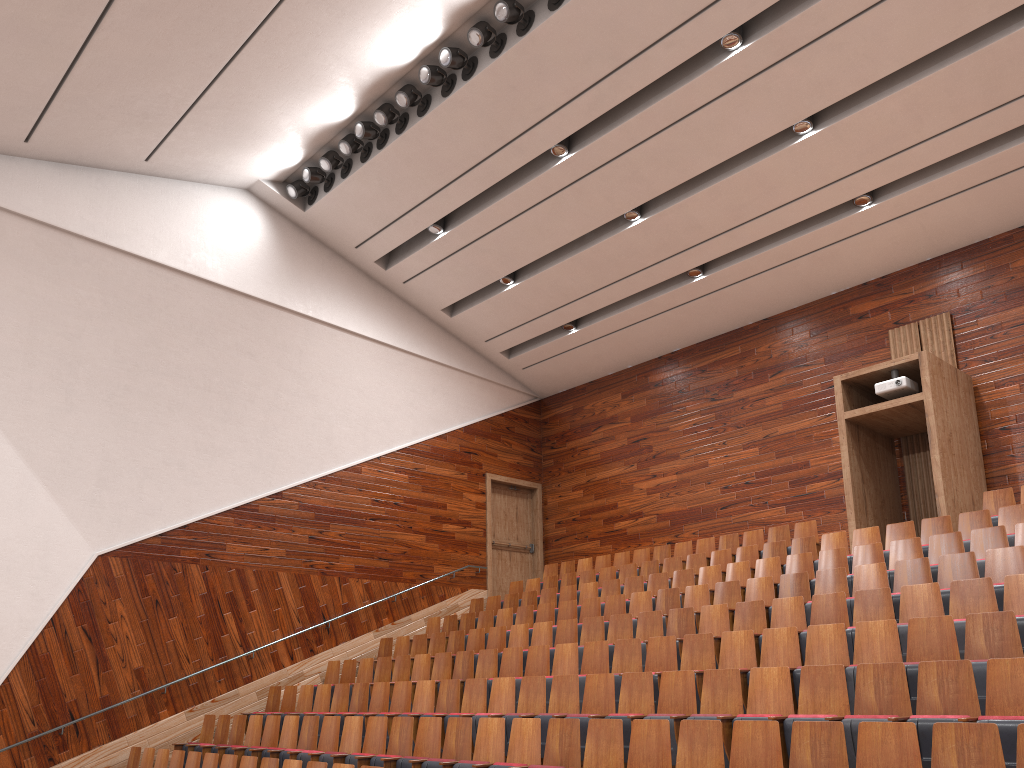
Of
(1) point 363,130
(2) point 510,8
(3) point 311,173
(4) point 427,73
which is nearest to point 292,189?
(3) point 311,173

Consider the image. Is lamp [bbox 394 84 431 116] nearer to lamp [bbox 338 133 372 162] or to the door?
lamp [bbox 338 133 372 162]

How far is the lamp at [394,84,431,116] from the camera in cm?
114

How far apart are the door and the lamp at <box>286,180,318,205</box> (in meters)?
0.57

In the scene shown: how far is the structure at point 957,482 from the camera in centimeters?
102cm

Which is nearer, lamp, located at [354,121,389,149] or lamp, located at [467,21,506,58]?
lamp, located at [467,21,506,58]

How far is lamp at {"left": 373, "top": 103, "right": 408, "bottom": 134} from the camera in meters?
1.2 m

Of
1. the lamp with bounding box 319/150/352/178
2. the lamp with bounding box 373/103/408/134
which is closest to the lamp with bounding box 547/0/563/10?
the lamp with bounding box 373/103/408/134

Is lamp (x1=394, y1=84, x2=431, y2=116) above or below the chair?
above

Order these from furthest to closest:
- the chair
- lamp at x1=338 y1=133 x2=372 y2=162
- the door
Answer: the door < lamp at x1=338 y1=133 x2=372 y2=162 < the chair
